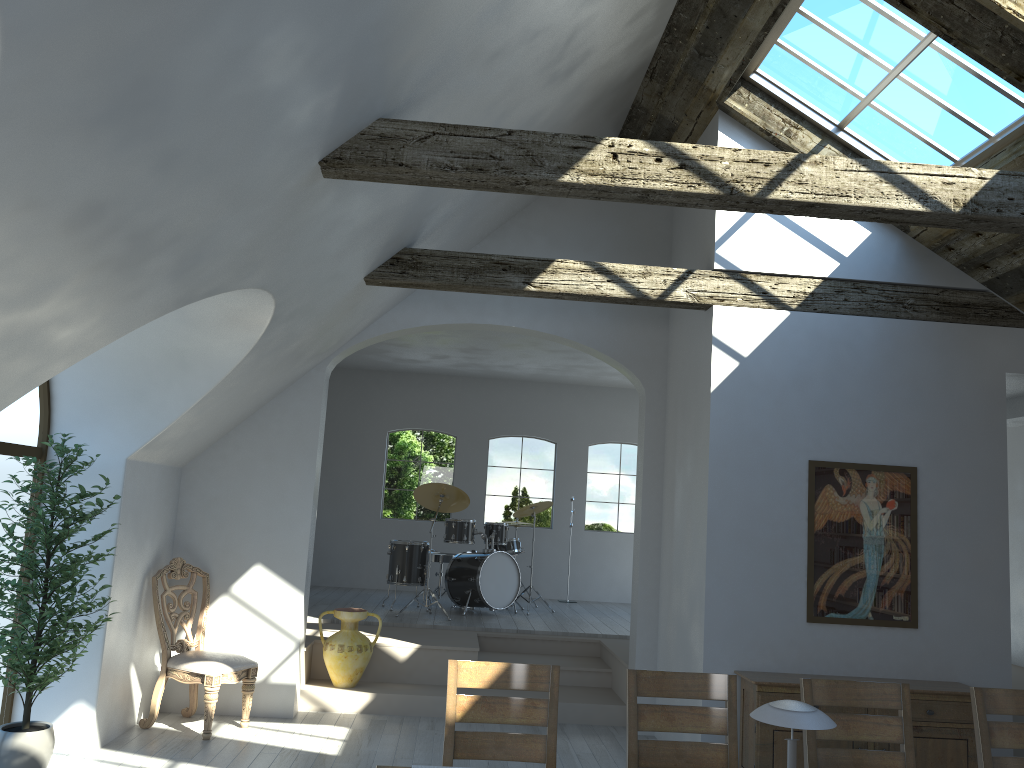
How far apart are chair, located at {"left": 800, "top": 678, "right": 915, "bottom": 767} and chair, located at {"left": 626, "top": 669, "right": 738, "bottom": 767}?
0.30m

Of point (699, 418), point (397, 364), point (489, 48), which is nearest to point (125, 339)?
point (489, 48)

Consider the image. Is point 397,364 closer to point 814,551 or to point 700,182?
point 814,551

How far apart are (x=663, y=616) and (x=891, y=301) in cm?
284

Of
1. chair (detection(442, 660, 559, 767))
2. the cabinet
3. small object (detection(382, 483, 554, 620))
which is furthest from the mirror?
small object (detection(382, 483, 554, 620))

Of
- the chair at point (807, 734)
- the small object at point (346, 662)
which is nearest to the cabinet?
the chair at point (807, 734)

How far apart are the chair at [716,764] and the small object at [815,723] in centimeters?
102cm

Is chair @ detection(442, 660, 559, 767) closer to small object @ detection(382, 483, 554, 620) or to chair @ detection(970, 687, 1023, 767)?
chair @ detection(970, 687, 1023, 767)

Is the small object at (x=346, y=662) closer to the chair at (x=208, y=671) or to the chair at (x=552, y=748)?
the chair at (x=208, y=671)

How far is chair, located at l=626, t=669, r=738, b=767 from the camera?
3.6 meters
